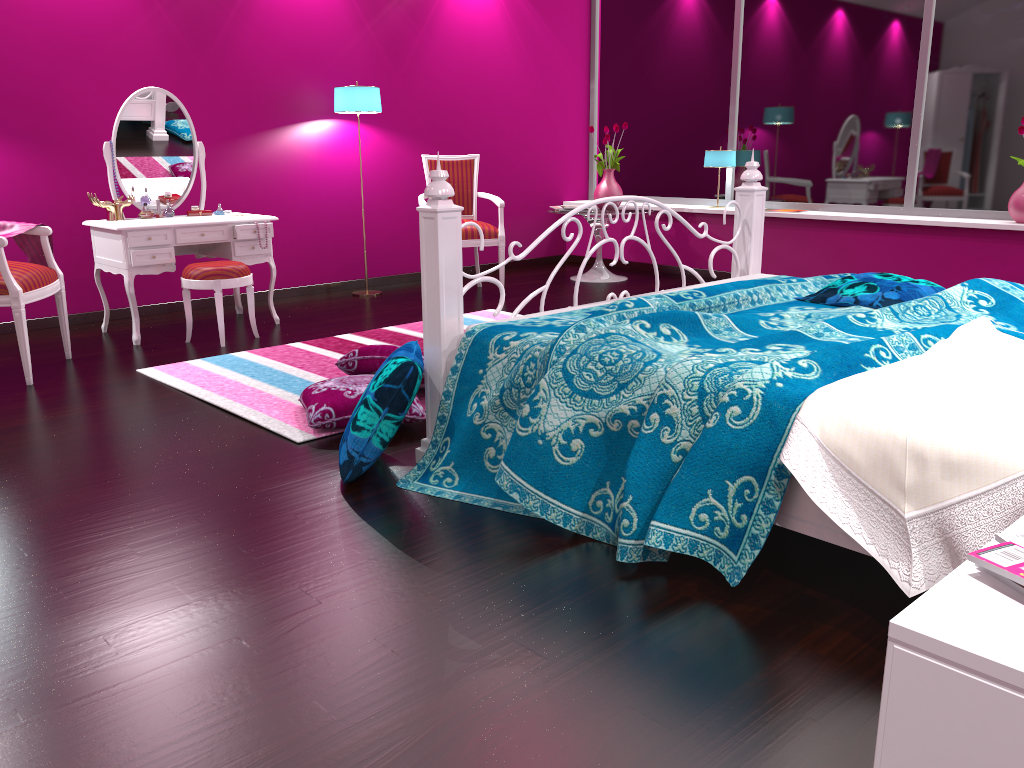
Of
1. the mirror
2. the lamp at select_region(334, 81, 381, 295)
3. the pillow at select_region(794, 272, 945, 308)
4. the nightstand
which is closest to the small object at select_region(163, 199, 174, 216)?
the mirror

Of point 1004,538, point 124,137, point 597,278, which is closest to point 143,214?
point 124,137

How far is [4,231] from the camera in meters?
3.9

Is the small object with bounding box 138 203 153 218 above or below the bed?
Answer: above

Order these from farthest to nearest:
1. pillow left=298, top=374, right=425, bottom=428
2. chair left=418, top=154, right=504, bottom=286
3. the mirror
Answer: chair left=418, top=154, right=504, bottom=286, the mirror, pillow left=298, top=374, right=425, bottom=428

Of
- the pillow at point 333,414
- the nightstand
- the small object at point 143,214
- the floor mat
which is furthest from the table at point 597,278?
the nightstand

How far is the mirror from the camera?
4.65m

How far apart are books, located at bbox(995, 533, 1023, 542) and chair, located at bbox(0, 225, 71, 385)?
3.7 meters

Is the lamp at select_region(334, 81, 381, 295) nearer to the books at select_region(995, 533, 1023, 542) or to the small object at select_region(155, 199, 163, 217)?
the small object at select_region(155, 199, 163, 217)

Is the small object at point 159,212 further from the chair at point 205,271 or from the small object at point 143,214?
the chair at point 205,271
